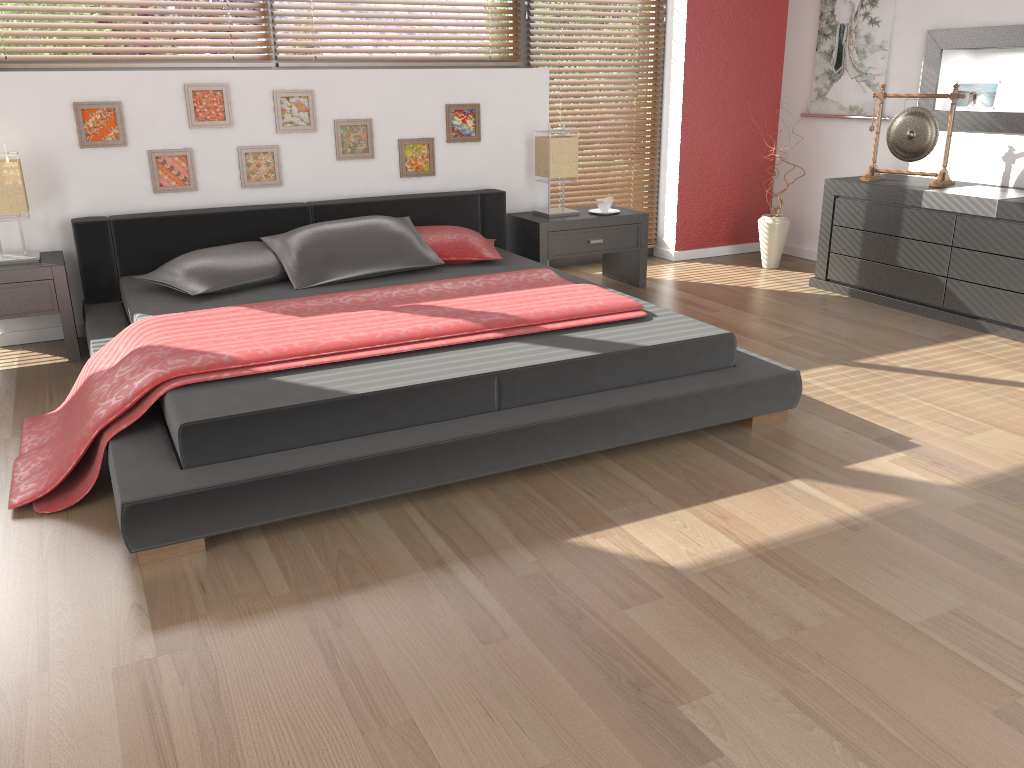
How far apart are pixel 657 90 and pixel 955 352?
2.7m

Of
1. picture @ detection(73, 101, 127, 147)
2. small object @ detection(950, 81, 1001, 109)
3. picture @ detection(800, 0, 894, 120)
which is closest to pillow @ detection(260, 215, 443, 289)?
picture @ detection(73, 101, 127, 147)

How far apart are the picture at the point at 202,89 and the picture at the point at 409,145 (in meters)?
0.88

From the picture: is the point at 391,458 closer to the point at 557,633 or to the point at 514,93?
the point at 557,633

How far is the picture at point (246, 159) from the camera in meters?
4.4

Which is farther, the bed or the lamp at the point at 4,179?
the lamp at the point at 4,179

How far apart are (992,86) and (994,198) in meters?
1.0

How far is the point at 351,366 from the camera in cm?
275

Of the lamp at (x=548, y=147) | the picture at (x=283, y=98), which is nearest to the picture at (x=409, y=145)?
the picture at (x=283, y=98)

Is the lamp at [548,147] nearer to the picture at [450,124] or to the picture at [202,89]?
the picture at [450,124]
